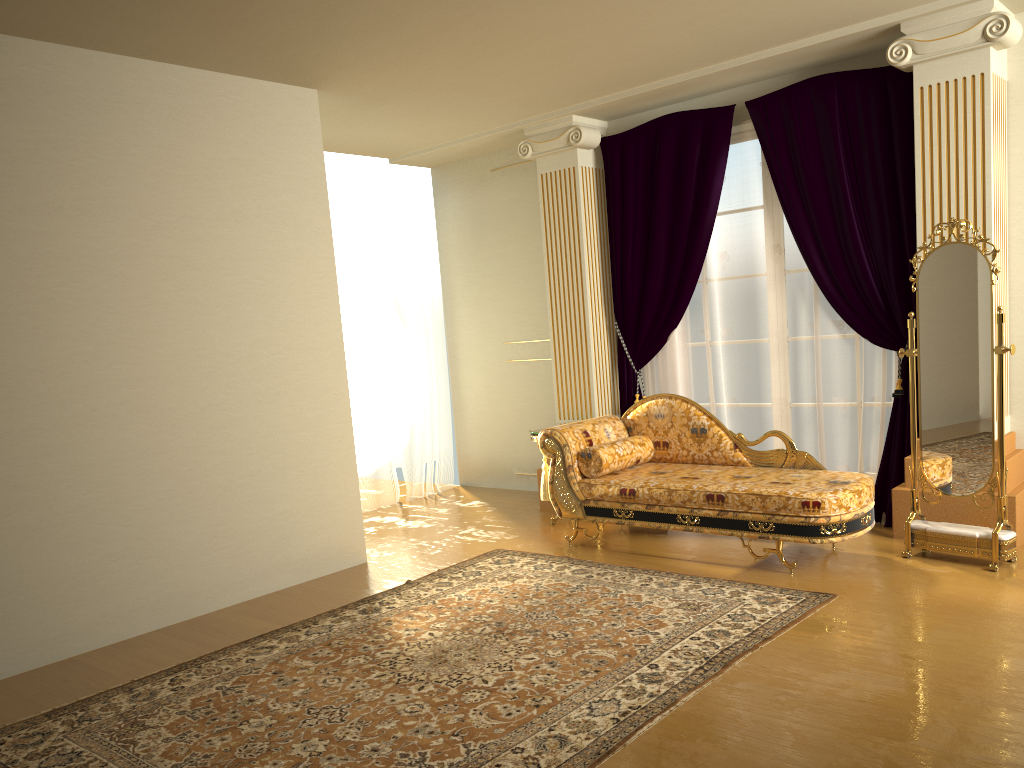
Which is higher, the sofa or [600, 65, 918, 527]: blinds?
[600, 65, 918, 527]: blinds

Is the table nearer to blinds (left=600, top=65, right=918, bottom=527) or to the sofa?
the sofa

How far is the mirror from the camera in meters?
4.2

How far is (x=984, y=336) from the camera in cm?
424

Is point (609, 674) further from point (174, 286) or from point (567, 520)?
point (174, 286)

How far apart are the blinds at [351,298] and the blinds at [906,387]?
1.8 meters

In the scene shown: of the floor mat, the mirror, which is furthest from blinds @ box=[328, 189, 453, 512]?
the mirror

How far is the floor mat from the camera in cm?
289

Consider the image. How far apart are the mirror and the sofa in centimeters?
21cm

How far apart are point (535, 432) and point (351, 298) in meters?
2.0
